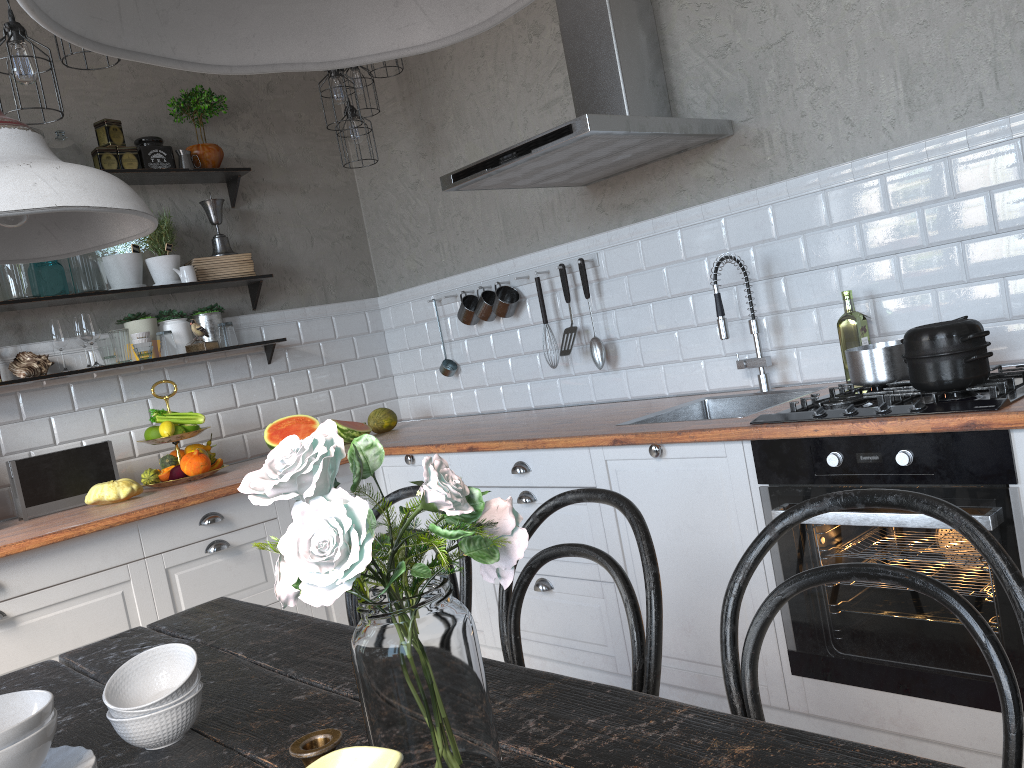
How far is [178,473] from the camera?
3.6 meters

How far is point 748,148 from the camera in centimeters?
293cm

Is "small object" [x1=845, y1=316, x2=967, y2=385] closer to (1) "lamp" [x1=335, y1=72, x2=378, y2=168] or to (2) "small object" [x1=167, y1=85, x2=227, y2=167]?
(1) "lamp" [x1=335, y1=72, x2=378, y2=168]

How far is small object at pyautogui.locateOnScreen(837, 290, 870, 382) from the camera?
A: 2.6m

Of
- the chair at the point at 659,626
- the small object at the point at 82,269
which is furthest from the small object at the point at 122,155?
the chair at the point at 659,626

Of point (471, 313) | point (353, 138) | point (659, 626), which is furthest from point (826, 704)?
point (353, 138)

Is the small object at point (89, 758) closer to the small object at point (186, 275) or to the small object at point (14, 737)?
the small object at point (14, 737)

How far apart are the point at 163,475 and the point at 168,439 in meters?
0.1

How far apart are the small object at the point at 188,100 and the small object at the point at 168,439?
1.3m

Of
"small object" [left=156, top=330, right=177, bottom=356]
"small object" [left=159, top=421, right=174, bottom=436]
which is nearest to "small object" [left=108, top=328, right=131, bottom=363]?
"small object" [left=156, top=330, right=177, bottom=356]
